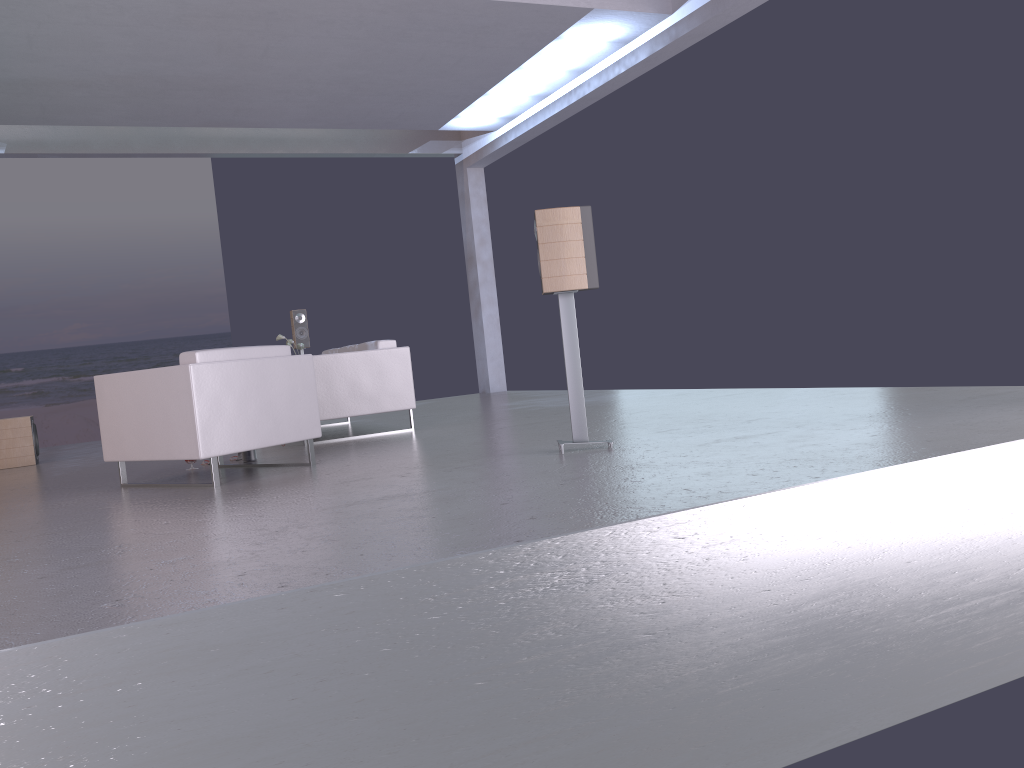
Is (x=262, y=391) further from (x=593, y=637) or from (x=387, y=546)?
(x=593, y=637)

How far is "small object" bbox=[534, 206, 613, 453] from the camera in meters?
4.9

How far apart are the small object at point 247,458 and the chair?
0.2 meters

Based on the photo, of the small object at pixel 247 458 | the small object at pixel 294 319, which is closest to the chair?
the small object at pixel 247 458

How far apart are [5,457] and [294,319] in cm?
351

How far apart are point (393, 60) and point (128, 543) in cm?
684

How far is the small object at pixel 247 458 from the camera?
6.4 meters

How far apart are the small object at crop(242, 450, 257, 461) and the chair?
0.19m

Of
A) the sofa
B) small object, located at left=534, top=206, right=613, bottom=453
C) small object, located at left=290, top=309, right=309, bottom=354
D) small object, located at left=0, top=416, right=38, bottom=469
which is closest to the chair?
the sofa

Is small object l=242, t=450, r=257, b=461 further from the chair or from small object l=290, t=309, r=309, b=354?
small object l=290, t=309, r=309, b=354
